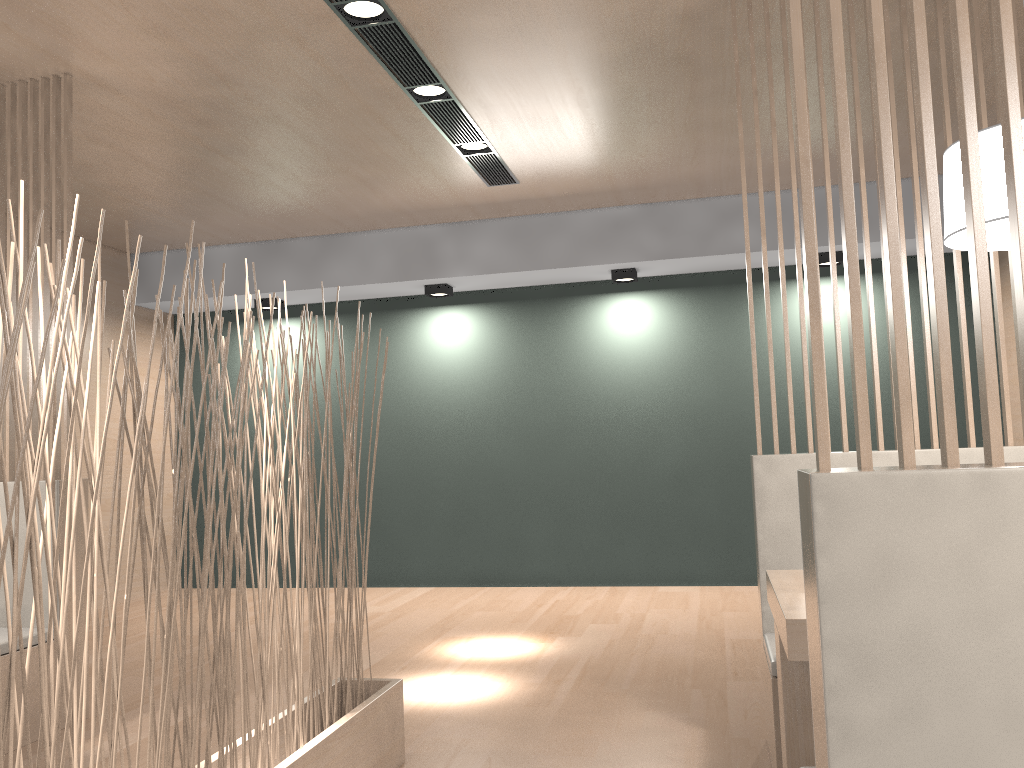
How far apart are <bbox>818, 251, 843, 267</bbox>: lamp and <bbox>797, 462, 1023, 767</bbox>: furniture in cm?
302

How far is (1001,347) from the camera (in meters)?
1.71

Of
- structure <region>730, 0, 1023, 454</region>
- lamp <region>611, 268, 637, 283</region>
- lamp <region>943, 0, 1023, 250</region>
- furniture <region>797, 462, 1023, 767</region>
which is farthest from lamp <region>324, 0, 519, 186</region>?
furniture <region>797, 462, 1023, 767</region>

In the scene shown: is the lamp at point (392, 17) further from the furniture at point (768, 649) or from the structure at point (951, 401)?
the structure at point (951, 401)

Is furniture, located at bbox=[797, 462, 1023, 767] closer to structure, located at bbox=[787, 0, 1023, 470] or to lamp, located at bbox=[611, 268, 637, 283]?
structure, located at bbox=[787, 0, 1023, 470]

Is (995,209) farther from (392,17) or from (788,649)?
(392,17)

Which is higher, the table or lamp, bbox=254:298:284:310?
lamp, bbox=254:298:284:310

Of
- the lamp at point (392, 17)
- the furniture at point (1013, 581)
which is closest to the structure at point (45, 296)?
the lamp at point (392, 17)

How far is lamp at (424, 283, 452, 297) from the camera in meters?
3.9

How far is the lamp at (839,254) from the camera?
3.6m
